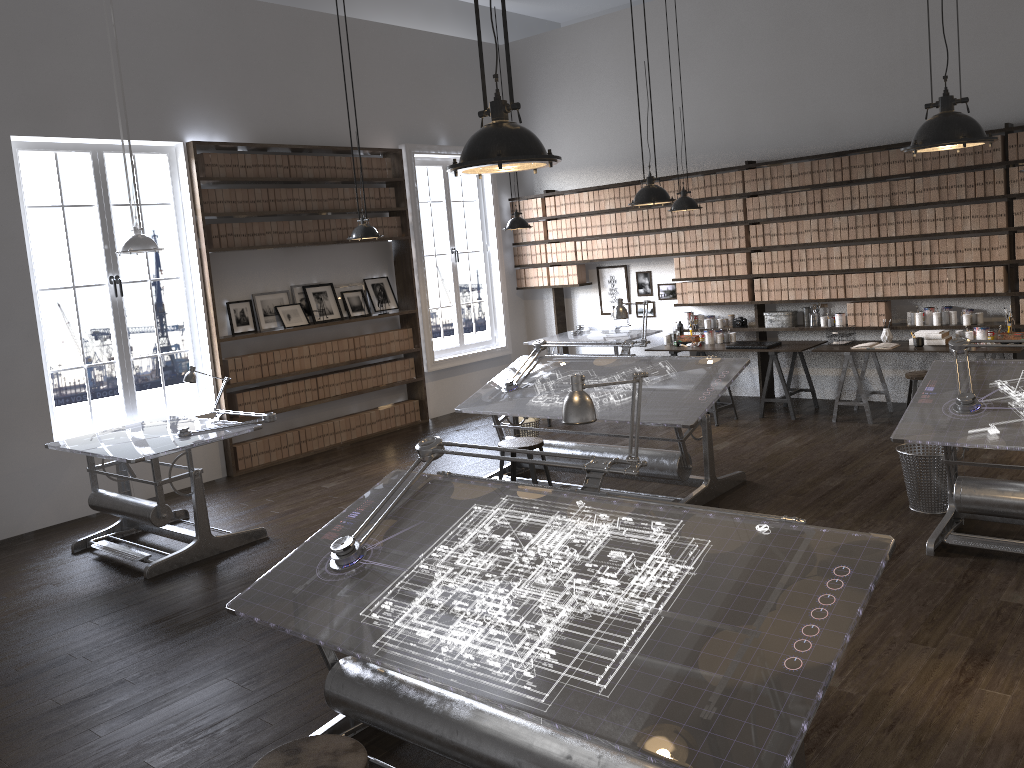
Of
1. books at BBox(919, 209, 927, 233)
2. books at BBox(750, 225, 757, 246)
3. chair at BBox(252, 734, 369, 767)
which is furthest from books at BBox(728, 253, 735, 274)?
chair at BBox(252, 734, 369, 767)

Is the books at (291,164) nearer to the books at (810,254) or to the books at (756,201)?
the books at (756,201)

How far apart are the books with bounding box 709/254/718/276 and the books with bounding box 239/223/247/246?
4.7m

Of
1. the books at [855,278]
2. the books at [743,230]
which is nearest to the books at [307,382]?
the books at [743,230]

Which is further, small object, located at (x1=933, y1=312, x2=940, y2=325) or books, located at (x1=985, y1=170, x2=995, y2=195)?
small object, located at (x1=933, y1=312, x2=940, y2=325)

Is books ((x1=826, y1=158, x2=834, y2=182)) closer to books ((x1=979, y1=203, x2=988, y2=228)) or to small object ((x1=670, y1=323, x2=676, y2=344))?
books ((x1=979, y1=203, x2=988, y2=228))

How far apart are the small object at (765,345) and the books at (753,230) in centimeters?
109cm

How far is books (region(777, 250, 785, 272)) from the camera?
8.68m

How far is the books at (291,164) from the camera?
8.5m

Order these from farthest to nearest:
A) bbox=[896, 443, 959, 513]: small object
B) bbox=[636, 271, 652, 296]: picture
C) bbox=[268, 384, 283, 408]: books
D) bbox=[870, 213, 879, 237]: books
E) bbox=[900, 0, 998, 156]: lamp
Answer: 1. bbox=[636, 271, 652, 296]: picture
2. bbox=[268, 384, 283, 408]: books
3. bbox=[870, 213, 879, 237]: books
4. bbox=[896, 443, 959, 513]: small object
5. bbox=[900, 0, 998, 156]: lamp
